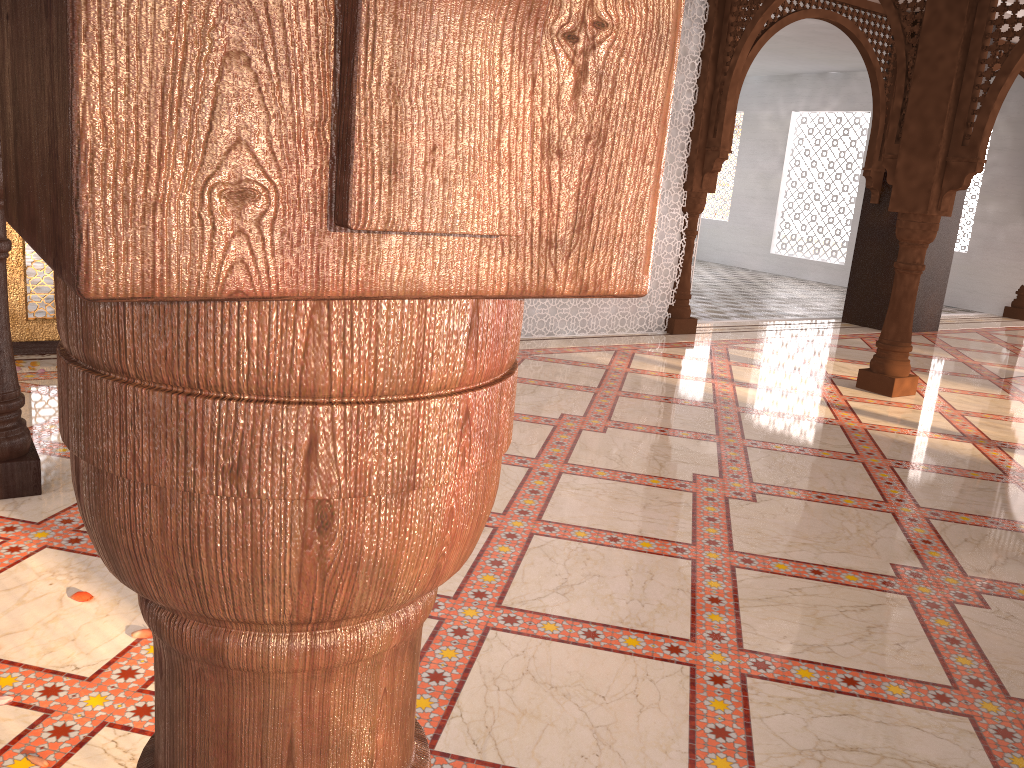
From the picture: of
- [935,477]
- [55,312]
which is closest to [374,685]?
[935,477]

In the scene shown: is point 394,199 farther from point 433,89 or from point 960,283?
point 960,283
